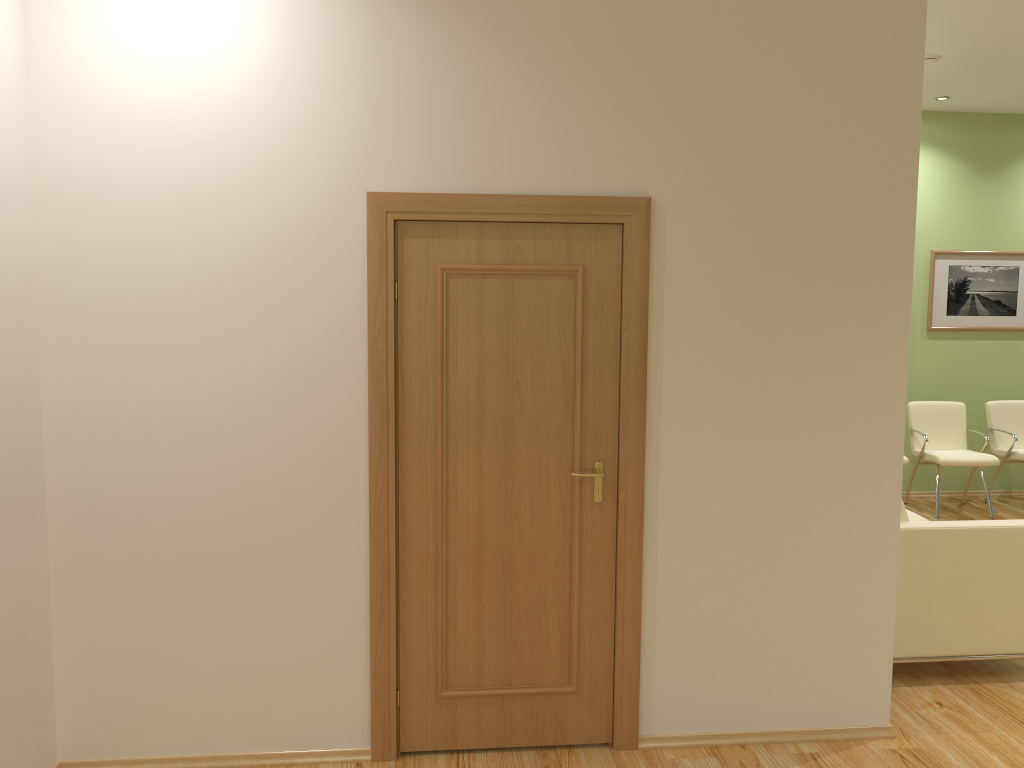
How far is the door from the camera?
3.2 meters

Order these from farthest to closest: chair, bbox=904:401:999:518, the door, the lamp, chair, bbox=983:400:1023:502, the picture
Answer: the picture, chair, bbox=983:400:1023:502, chair, bbox=904:401:999:518, the lamp, the door

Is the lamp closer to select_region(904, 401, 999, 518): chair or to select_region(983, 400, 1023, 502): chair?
select_region(904, 401, 999, 518): chair

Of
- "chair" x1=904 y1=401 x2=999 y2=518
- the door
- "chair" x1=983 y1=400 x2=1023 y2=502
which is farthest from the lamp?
the door

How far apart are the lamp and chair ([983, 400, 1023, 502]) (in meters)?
3.23

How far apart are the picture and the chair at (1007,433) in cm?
67

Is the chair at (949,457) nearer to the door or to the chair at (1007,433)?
the chair at (1007,433)

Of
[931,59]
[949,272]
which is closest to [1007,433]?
[949,272]

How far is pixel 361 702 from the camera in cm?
334

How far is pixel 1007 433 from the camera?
7.42m
